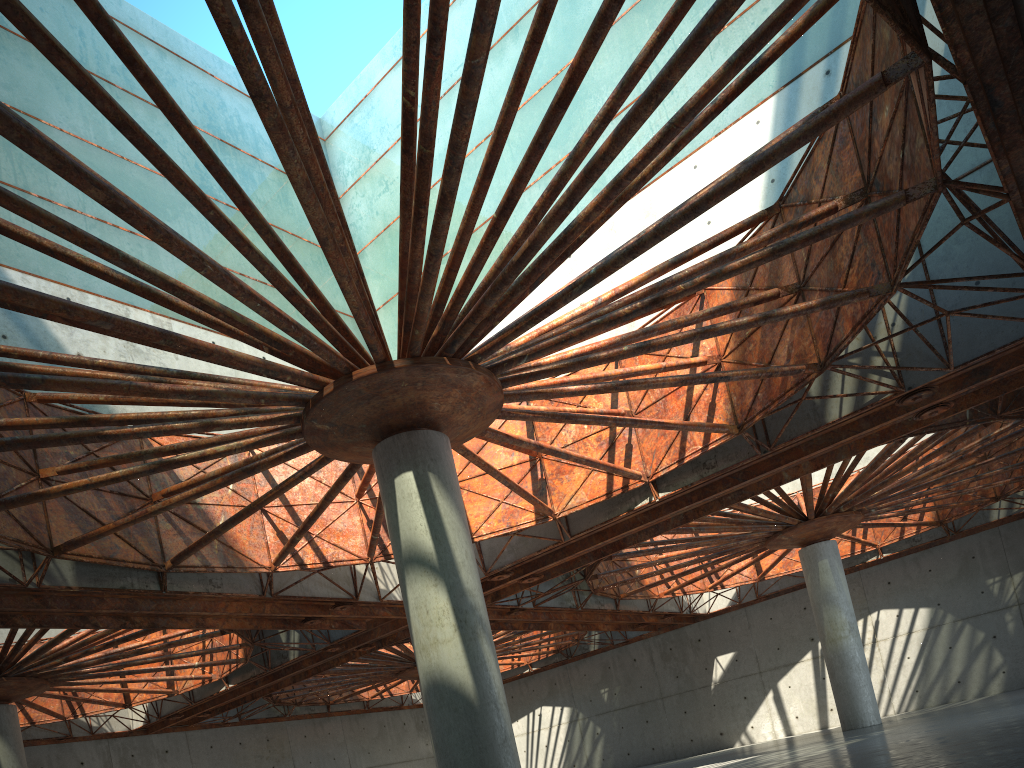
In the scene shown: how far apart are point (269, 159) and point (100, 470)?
20.3 meters

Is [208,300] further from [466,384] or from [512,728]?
[512,728]

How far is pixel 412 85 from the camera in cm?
1725
